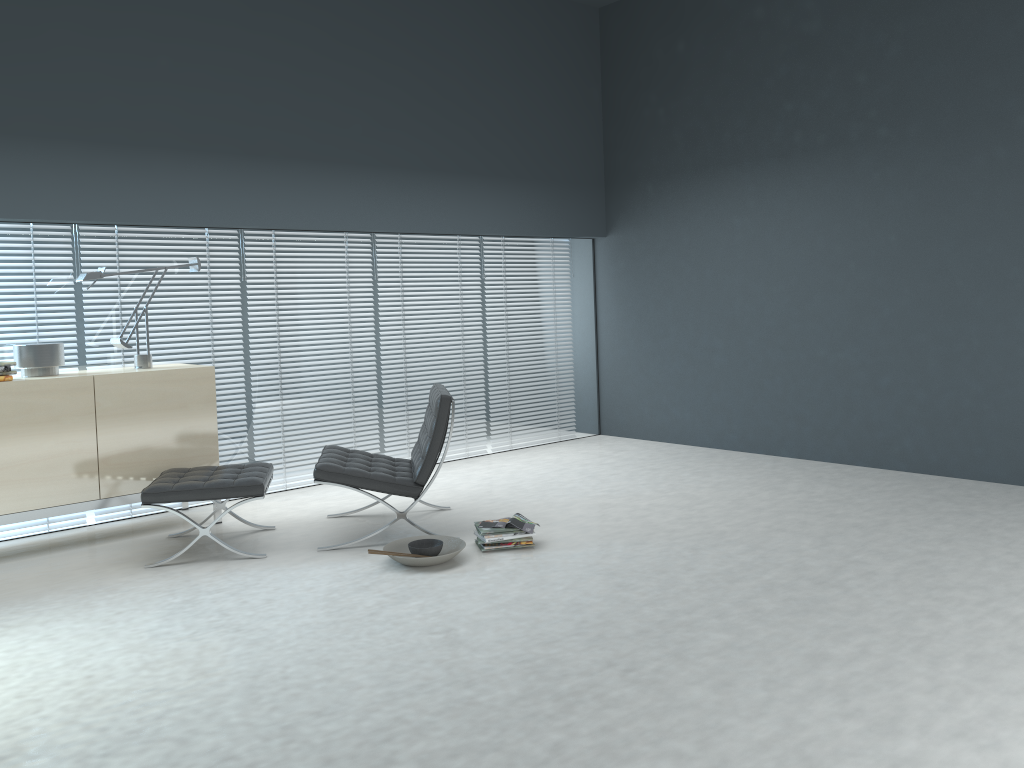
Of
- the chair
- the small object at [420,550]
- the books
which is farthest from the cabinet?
the books

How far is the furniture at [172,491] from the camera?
4.2 meters

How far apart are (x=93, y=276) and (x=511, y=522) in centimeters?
258cm

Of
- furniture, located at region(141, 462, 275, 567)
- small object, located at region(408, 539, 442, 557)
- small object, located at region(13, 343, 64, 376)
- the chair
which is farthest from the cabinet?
small object, located at region(408, 539, 442, 557)

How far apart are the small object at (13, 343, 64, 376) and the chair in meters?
1.4

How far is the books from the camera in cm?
429

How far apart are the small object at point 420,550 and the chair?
0.2 meters

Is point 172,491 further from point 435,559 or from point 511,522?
point 511,522

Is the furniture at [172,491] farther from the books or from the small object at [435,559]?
the books

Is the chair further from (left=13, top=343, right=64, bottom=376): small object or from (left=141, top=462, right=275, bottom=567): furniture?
(left=13, top=343, right=64, bottom=376): small object
